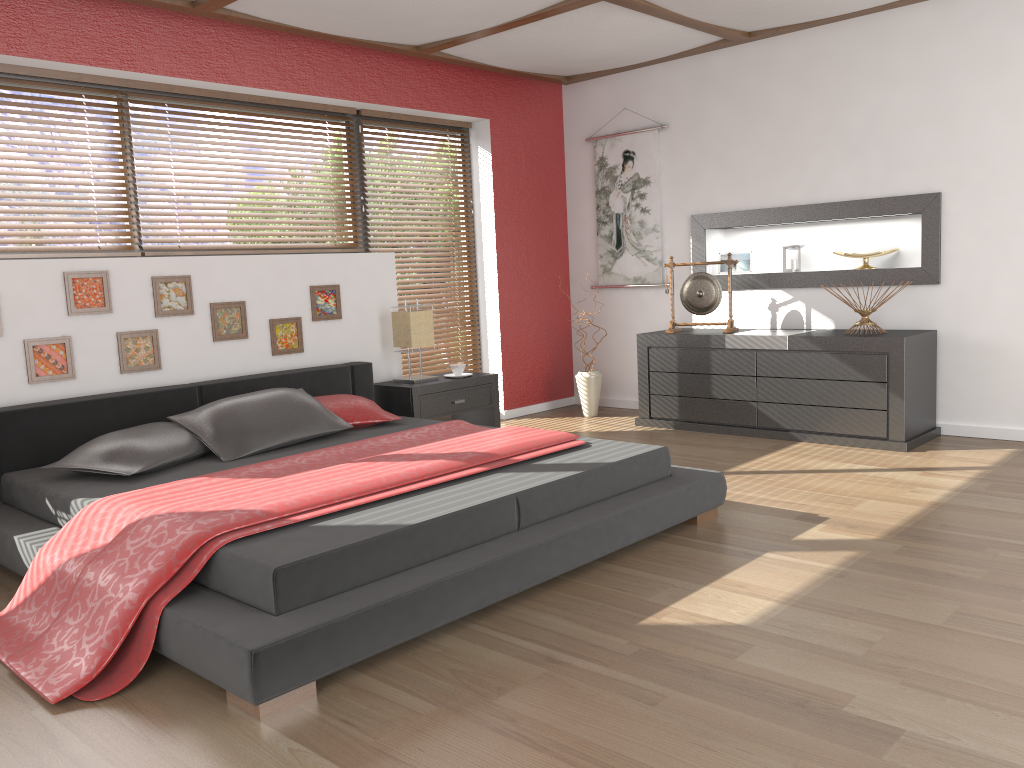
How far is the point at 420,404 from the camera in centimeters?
507cm

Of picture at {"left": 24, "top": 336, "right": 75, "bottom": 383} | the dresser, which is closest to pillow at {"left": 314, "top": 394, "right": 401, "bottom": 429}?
picture at {"left": 24, "top": 336, "right": 75, "bottom": 383}

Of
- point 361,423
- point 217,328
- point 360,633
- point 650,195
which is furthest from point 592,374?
point 360,633

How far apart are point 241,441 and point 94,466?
0.59m

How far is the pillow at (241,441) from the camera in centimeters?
381cm

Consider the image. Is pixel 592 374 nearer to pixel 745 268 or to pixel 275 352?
pixel 745 268

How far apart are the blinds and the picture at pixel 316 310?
0.9 meters

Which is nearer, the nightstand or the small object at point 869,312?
the small object at point 869,312

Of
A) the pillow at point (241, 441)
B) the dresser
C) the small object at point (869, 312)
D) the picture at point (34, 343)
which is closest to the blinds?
the dresser

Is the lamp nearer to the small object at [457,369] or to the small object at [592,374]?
the small object at [457,369]
